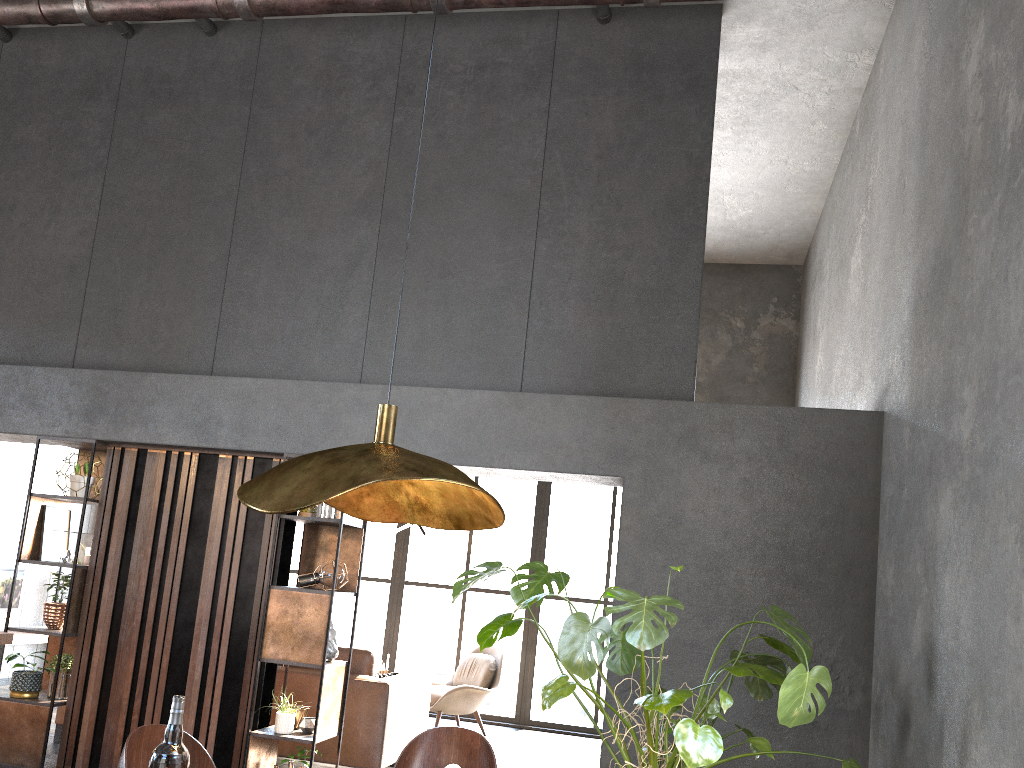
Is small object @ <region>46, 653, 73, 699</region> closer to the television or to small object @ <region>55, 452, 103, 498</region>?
small object @ <region>55, 452, 103, 498</region>

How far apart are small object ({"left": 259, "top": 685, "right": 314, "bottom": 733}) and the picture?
1.8 meters

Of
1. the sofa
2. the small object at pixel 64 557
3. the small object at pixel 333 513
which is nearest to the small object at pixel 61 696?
the small object at pixel 64 557

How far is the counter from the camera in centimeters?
397cm

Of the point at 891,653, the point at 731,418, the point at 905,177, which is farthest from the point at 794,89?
the point at 891,653

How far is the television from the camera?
8.6m

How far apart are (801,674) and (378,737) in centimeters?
346cm

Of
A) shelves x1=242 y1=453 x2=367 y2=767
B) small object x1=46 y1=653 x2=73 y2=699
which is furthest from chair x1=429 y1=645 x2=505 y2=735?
small object x1=46 y1=653 x2=73 y2=699

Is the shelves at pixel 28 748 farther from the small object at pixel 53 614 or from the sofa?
the sofa

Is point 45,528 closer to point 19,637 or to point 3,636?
point 3,636
